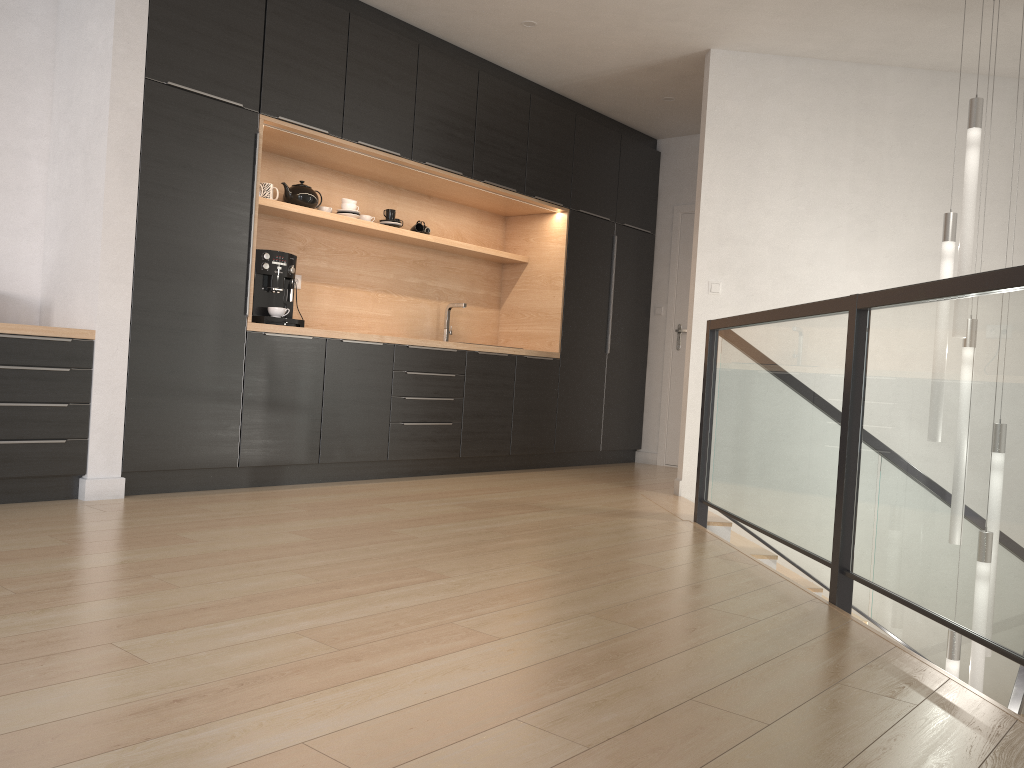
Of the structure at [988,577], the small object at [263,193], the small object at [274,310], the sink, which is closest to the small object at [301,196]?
the small object at [263,193]

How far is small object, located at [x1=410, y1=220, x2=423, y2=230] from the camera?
5.94m

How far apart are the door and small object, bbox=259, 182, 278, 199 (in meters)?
3.50

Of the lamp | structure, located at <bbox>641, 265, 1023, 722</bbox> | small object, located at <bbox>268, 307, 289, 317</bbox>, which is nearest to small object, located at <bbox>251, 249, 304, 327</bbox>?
small object, located at <bbox>268, 307, 289, 317</bbox>

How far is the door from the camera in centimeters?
719cm

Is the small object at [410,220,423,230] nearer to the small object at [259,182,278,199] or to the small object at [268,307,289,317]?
the small object at [259,182,278,199]

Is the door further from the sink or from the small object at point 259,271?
the small object at point 259,271

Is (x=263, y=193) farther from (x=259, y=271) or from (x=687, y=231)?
(x=687, y=231)

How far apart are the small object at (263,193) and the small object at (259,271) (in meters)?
0.46

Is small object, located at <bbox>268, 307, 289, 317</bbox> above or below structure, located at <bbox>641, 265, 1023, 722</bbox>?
above
